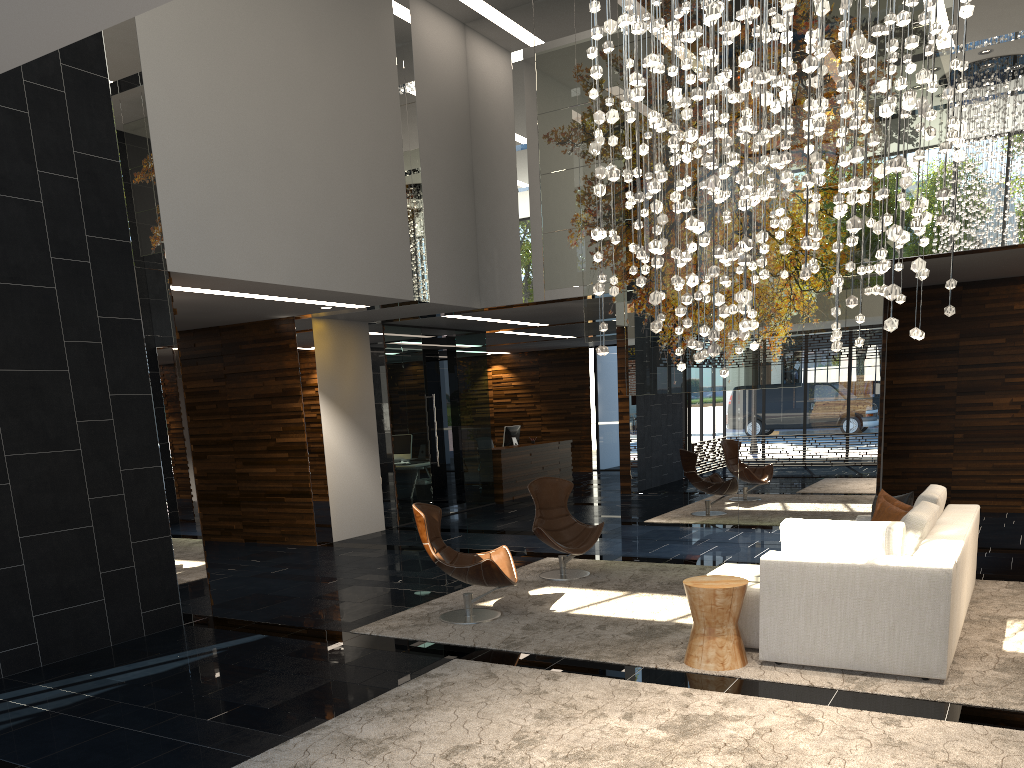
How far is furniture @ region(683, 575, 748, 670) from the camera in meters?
5.0 m

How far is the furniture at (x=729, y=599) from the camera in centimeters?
499cm

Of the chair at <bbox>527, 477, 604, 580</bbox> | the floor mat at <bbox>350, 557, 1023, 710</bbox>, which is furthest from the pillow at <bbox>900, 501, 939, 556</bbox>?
the chair at <bbox>527, 477, 604, 580</bbox>

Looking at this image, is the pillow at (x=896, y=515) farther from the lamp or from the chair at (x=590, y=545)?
the lamp

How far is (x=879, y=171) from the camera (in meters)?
3.25

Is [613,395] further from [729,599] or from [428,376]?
[729,599]

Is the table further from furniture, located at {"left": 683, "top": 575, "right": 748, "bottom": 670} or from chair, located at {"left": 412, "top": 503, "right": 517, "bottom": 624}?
chair, located at {"left": 412, "top": 503, "right": 517, "bottom": 624}

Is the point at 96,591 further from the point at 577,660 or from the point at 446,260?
the point at 446,260

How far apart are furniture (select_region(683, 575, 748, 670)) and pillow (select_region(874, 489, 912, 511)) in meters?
2.0

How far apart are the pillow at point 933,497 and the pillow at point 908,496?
0.17m
